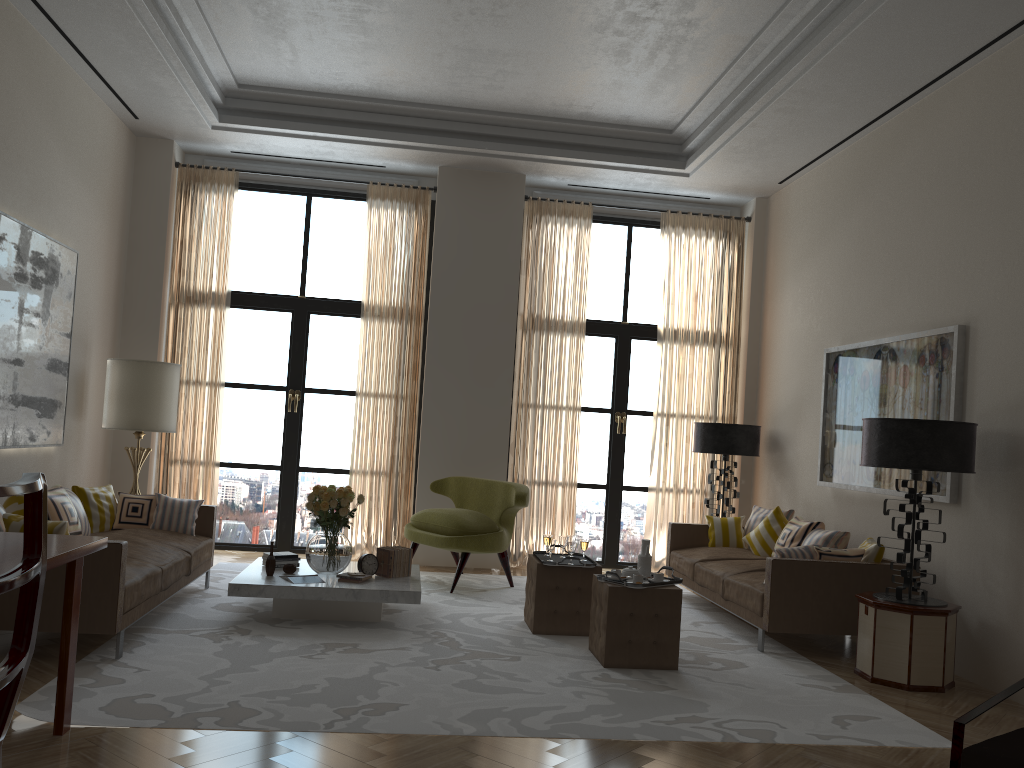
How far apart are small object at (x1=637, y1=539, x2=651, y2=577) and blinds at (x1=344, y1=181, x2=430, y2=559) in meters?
4.7

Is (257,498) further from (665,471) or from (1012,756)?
(1012,756)

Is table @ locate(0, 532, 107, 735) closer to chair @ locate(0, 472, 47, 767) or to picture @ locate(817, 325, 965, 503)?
chair @ locate(0, 472, 47, 767)

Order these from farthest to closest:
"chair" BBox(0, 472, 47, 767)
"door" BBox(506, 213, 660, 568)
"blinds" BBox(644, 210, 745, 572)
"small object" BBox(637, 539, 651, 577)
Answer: "door" BBox(506, 213, 660, 568), "blinds" BBox(644, 210, 745, 572), "small object" BBox(637, 539, 651, 577), "chair" BBox(0, 472, 47, 767)

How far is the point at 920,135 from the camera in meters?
8.3

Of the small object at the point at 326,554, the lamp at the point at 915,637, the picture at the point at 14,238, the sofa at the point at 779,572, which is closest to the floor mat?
the sofa at the point at 779,572

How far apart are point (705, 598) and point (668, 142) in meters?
5.5 m

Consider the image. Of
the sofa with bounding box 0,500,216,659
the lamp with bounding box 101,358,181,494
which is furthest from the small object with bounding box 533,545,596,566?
the lamp with bounding box 101,358,181,494

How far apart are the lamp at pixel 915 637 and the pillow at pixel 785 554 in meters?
0.7

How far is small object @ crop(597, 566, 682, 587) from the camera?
6.8m
